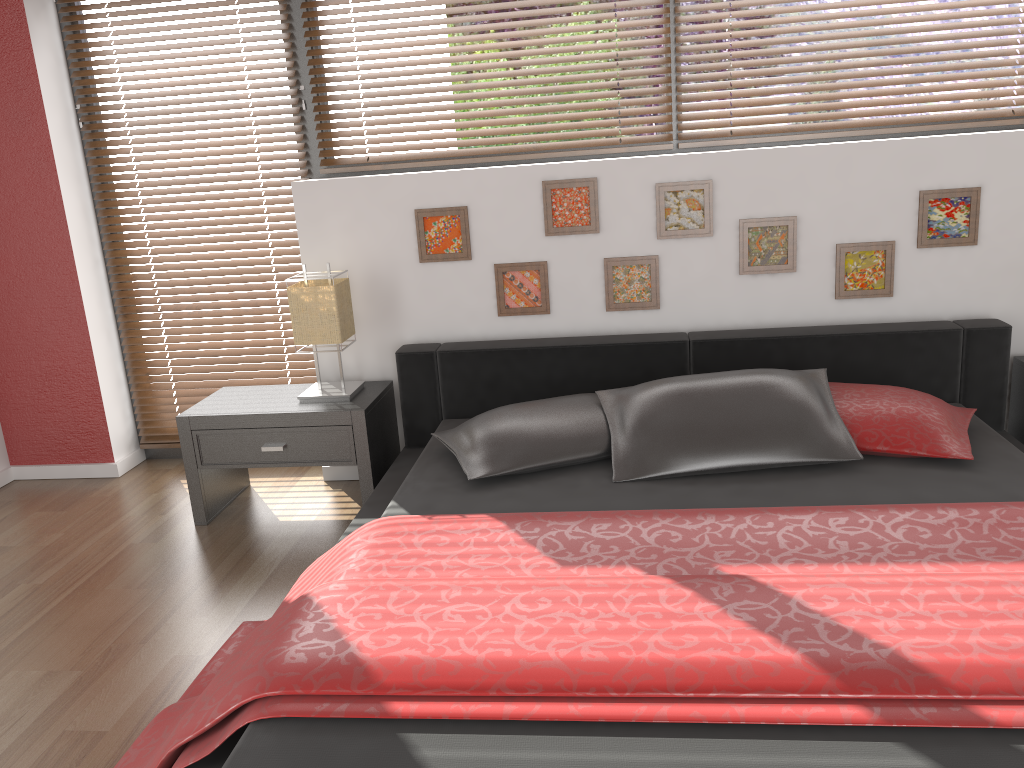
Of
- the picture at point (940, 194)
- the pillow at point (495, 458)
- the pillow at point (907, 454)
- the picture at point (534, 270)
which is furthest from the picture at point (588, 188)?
the picture at point (940, 194)

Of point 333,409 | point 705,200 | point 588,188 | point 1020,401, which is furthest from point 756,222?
point 333,409

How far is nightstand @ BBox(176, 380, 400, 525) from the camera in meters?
3.1 m

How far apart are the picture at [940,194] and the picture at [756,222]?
0.43m

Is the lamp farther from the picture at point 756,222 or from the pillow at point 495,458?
the picture at point 756,222

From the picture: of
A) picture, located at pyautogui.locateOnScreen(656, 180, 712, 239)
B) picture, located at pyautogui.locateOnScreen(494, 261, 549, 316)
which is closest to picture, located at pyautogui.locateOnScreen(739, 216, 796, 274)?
picture, located at pyautogui.locateOnScreen(656, 180, 712, 239)

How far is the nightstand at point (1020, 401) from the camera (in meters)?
3.12

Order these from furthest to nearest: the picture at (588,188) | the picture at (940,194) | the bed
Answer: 1. the picture at (588,188)
2. the picture at (940,194)
3. the bed

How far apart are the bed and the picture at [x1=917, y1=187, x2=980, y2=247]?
0.29m

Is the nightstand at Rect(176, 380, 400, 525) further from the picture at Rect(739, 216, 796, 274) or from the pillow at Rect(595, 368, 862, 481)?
the picture at Rect(739, 216, 796, 274)
